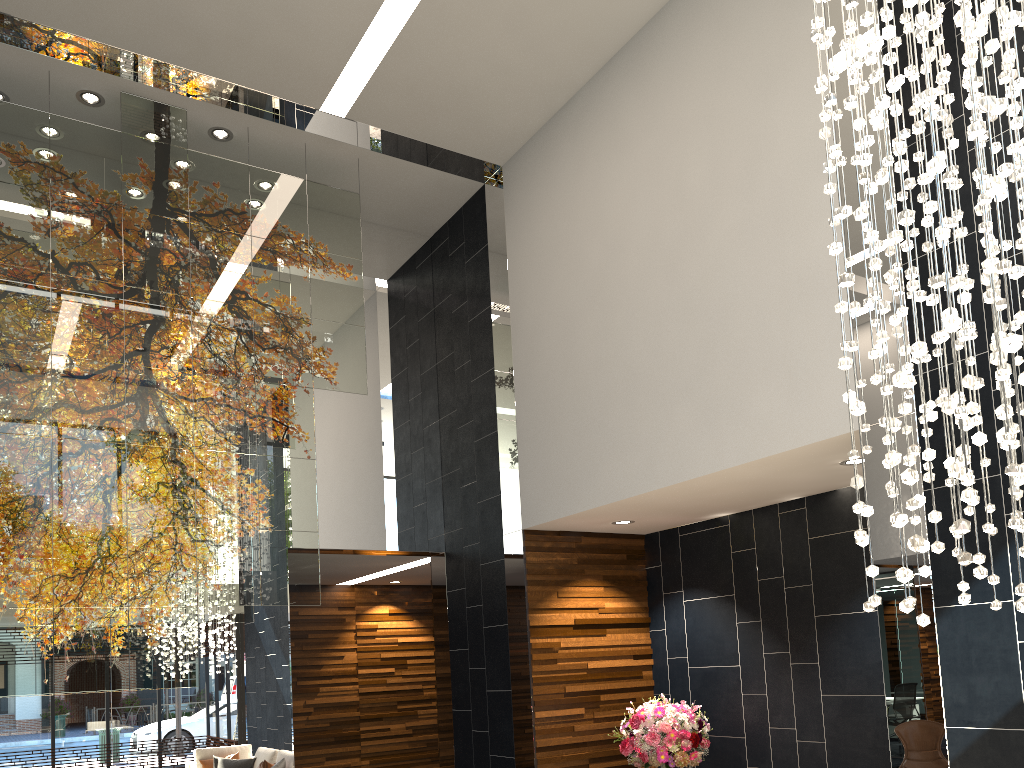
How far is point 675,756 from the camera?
6.0 meters

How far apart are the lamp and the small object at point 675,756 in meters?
3.4 m

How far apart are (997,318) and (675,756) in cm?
460

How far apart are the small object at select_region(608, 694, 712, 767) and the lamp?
3.4m

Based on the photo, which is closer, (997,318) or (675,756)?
(997,318)

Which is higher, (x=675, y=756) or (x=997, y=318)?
(x=997, y=318)

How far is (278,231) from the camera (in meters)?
7.12

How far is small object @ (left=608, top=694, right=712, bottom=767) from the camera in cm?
603

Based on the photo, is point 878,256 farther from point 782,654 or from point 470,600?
point 470,600

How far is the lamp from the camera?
2.32m
